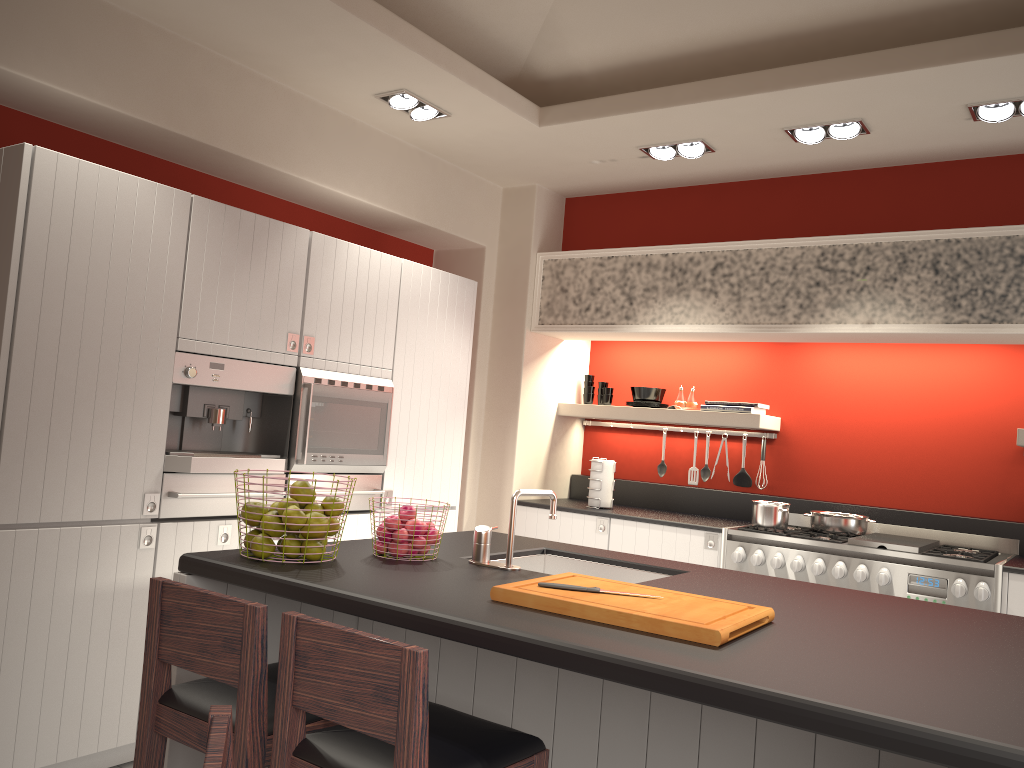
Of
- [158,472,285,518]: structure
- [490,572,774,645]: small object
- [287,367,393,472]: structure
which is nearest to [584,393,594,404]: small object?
[287,367,393,472]: structure

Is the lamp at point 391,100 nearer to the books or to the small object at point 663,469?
the books

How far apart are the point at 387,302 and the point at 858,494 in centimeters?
291cm

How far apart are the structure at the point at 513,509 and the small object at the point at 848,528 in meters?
2.6

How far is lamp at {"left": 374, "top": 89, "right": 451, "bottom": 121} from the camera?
4.3m

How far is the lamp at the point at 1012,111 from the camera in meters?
3.8

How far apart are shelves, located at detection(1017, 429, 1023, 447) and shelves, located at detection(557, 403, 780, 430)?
1.31m

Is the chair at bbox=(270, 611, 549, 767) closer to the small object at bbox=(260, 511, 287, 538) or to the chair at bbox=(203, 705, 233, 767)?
the chair at bbox=(203, 705, 233, 767)

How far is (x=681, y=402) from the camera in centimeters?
553cm

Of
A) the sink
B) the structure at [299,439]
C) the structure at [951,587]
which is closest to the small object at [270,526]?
the sink
